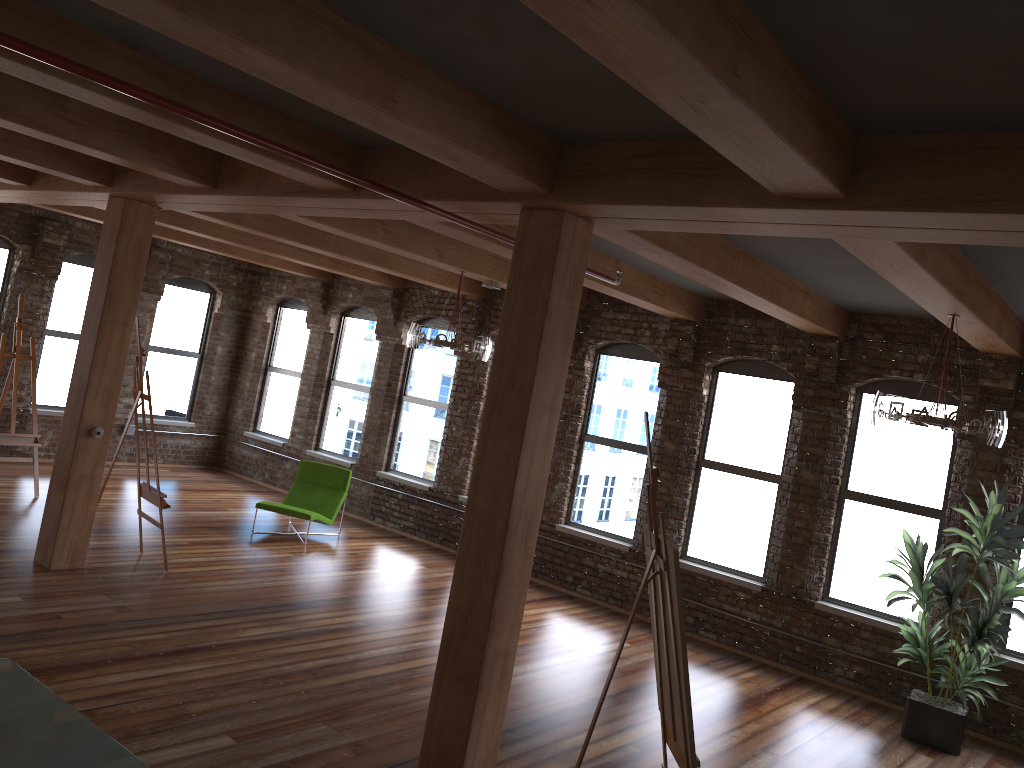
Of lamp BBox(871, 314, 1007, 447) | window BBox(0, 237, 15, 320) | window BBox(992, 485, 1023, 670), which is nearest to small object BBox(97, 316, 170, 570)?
window BBox(0, 237, 15, 320)

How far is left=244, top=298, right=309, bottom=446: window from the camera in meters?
13.3 m

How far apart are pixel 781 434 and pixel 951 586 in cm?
239

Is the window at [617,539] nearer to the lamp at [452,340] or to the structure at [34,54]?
the lamp at [452,340]

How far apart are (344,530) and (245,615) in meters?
4.0

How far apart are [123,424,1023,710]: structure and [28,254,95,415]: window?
1.0m

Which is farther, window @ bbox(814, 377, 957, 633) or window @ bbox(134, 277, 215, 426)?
window @ bbox(134, 277, 215, 426)

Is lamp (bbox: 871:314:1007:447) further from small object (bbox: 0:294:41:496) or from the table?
small object (bbox: 0:294:41:496)

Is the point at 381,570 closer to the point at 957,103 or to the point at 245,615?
the point at 245,615

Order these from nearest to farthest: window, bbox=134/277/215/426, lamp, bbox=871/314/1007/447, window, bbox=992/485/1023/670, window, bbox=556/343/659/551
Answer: lamp, bbox=871/314/1007/447 → window, bbox=992/485/1023/670 → window, bbox=556/343/659/551 → window, bbox=134/277/215/426
